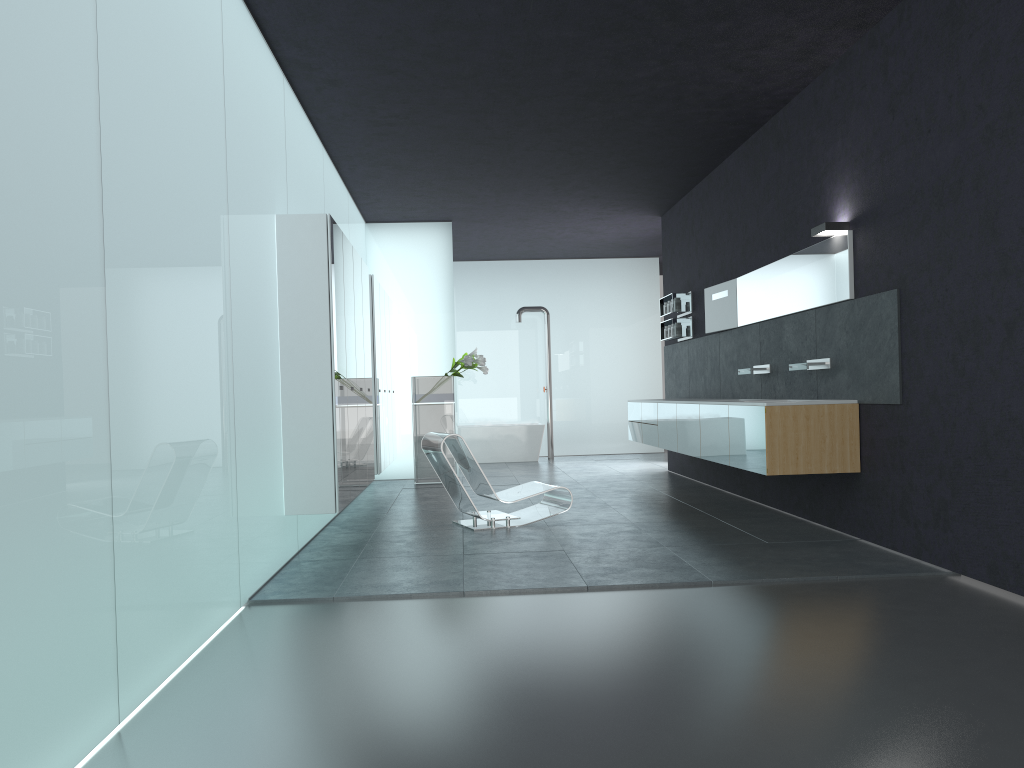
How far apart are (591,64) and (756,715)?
5.3 meters

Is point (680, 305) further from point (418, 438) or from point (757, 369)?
point (418, 438)

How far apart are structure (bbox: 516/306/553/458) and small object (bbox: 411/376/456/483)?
4.24m

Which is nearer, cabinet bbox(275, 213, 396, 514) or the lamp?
cabinet bbox(275, 213, 396, 514)

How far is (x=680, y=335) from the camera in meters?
11.6 m

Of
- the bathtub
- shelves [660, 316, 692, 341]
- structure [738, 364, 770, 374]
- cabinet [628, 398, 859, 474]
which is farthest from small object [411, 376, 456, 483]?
structure [738, 364, 770, 374]

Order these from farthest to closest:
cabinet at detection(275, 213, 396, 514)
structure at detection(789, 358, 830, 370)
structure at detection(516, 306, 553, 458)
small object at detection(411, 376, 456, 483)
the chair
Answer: structure at detection(516, 306, 553, 458), small object at detection(411, 376, 456, 483), the chair, structure at detection(789, 358, 830, 370), cabinet at detection(275, 213, 396, 514)

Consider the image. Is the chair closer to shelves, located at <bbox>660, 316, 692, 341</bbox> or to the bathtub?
shelves, located at <bbox>660, 316, 692, 341</bbox>

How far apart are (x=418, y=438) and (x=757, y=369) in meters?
5.2 m

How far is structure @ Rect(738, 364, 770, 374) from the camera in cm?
873
